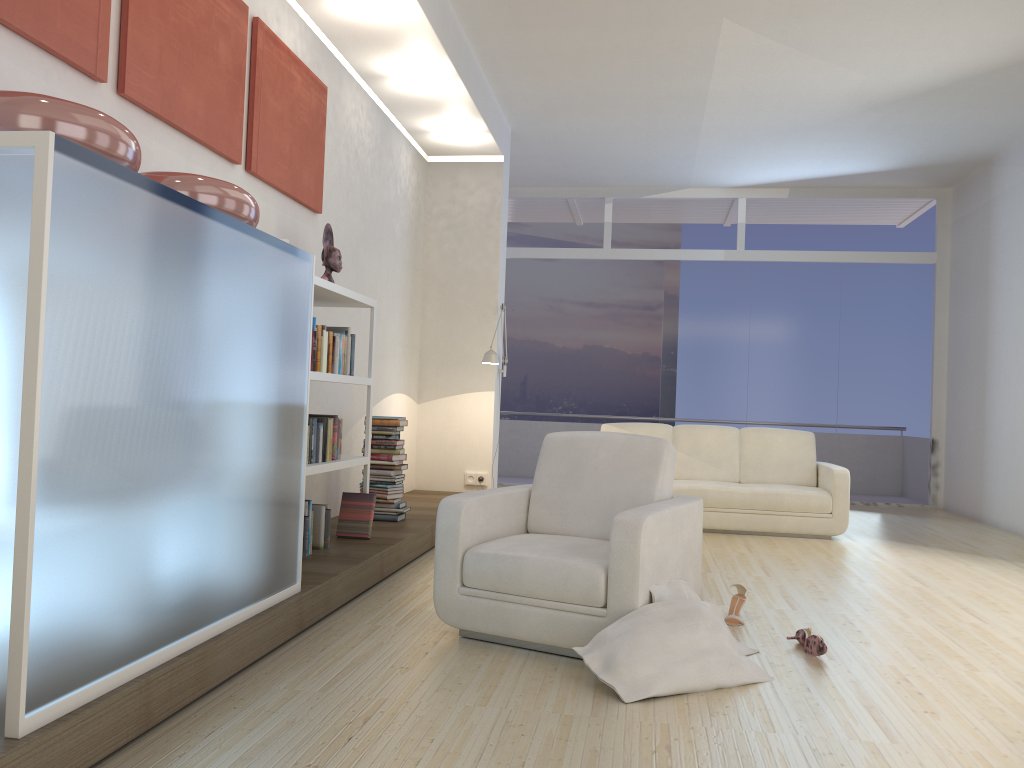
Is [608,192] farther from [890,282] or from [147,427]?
[147,427]

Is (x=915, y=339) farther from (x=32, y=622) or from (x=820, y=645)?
(x=32, y=622)

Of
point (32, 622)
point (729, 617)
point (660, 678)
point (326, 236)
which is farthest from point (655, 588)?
point (326, 236)

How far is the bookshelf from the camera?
4.42m

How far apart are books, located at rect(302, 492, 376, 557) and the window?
5.8m

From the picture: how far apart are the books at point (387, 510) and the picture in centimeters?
142cm

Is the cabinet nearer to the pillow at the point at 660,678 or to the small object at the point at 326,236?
the pillow at the point at 660,678

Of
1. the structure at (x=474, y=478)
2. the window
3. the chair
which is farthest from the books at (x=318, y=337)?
the window

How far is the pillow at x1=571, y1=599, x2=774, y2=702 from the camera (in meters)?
3.00

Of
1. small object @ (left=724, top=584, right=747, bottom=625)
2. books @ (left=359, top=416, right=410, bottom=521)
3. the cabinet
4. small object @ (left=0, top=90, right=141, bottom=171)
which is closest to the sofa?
books @ (left=359, top=416, right=410, bottom=521)
